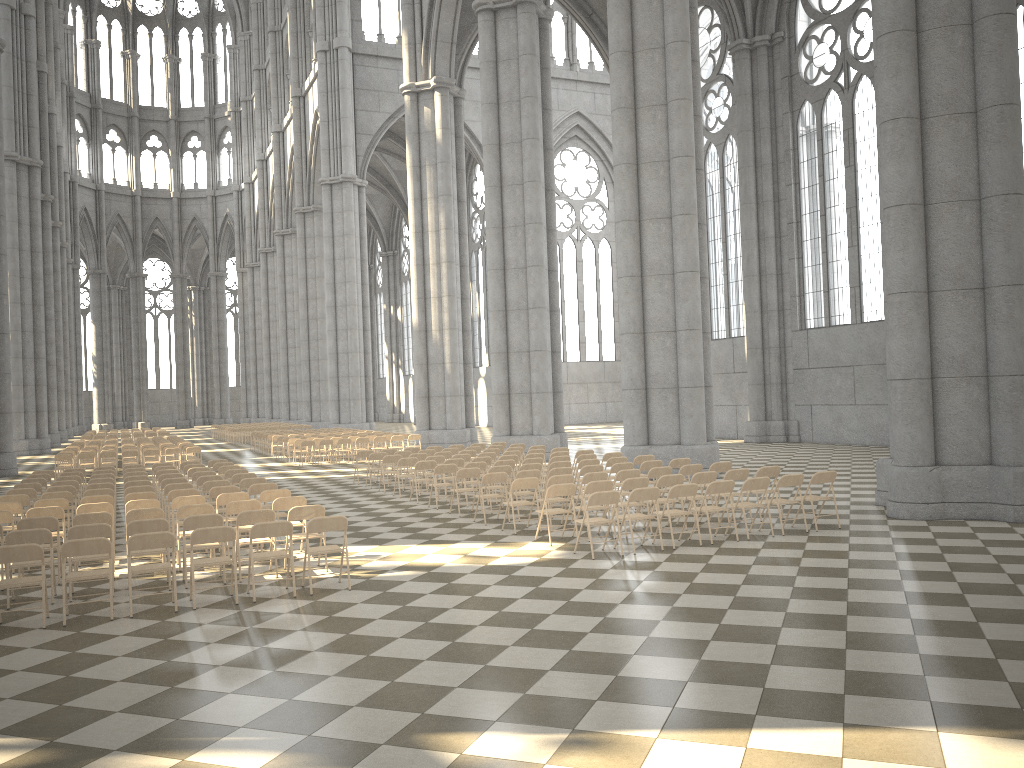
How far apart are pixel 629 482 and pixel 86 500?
7.75m

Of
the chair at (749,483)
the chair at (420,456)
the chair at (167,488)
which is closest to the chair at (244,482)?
the chair at (167,488)

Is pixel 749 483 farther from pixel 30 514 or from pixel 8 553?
pixel 30 514

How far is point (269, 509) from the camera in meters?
10.3

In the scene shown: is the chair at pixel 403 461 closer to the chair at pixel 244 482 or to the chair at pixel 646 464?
the chair at pixel 244 482

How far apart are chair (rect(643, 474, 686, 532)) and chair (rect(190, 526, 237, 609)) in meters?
6.1 m

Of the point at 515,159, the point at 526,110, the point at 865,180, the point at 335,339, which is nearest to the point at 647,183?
the point at 515,159

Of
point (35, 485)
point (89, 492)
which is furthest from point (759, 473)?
point (35, 485)

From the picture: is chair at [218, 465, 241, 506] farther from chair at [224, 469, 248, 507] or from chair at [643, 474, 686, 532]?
chair at [643, 474, 686, 532]

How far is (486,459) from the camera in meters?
17.7 m
